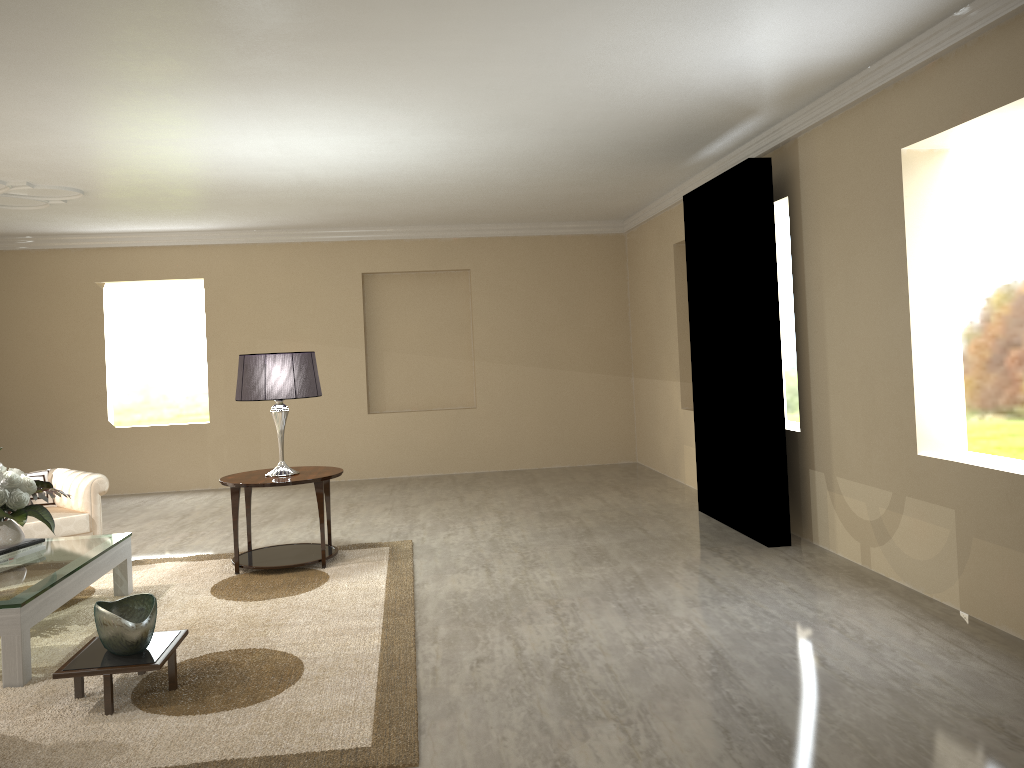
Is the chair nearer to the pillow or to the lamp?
the pillow

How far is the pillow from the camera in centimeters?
523cm

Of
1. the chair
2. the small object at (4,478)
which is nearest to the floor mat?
the chair

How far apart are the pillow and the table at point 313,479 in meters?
1.2

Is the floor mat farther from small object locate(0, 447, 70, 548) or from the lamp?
the lamp

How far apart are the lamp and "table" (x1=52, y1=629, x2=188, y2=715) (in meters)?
1.69

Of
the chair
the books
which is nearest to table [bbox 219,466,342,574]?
the chair

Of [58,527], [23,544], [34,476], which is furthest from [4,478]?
[34,476]

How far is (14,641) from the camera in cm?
323

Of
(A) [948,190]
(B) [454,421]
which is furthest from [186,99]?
(B) [454,421]
